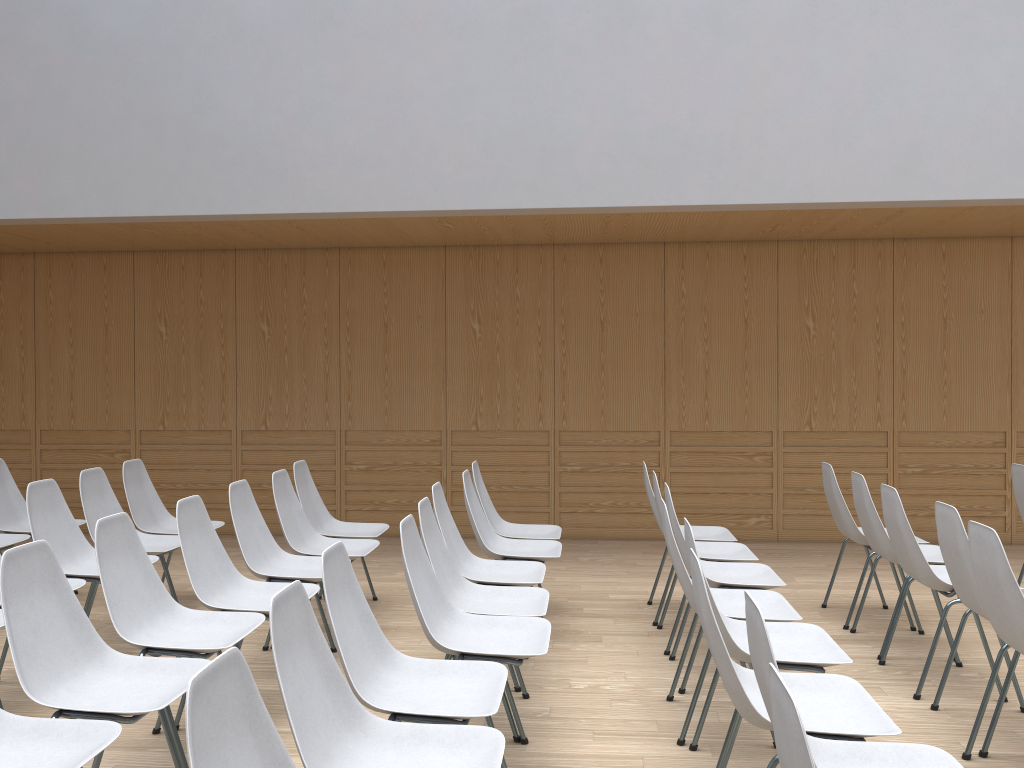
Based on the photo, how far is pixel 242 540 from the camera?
4.15m

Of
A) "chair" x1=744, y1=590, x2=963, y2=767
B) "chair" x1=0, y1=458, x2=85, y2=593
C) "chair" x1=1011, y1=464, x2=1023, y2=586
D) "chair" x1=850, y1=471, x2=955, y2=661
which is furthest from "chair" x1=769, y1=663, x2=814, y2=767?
"chair" x1=0, y1=458, x2=85, y2=593

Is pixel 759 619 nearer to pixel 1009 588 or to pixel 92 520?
pixel 1009 588

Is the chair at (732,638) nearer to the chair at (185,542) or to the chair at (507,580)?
the chair at (507,580)

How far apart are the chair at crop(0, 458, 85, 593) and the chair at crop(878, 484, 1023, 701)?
4.7m

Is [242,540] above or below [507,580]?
above

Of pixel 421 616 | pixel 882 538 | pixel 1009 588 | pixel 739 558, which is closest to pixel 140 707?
pixel 421 616

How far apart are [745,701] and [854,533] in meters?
2.9 m

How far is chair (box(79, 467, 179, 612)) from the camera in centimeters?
476cm

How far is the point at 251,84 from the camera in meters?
5.9 m
